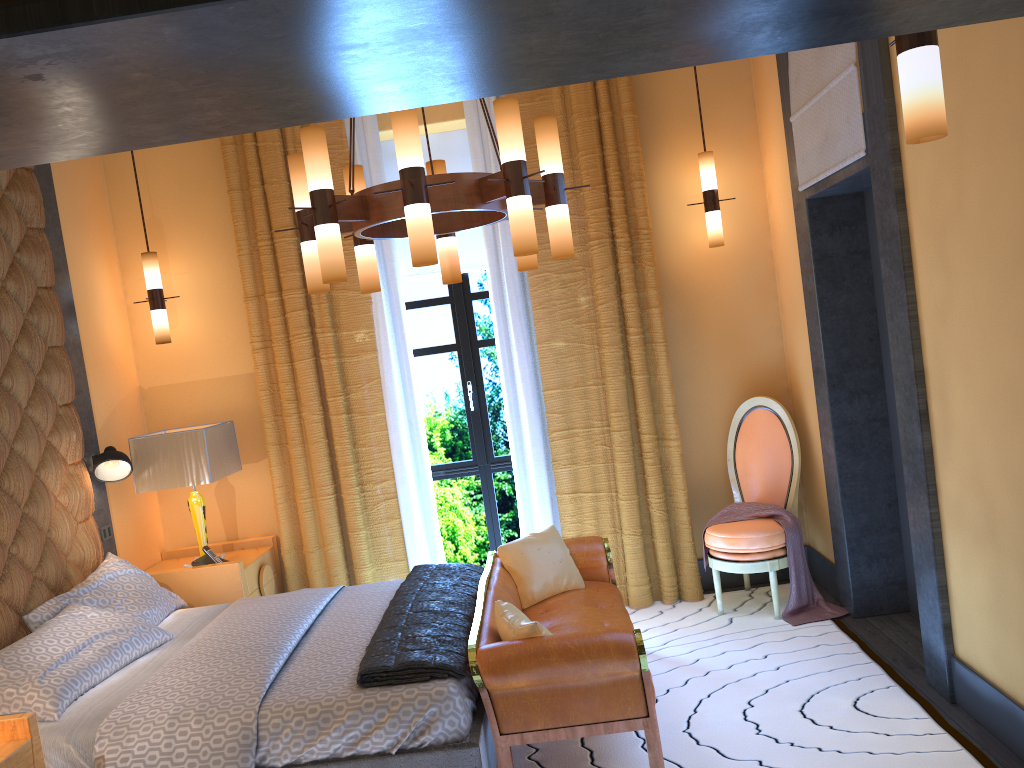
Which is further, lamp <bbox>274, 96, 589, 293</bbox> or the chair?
the chair

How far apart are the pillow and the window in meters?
1.2 m

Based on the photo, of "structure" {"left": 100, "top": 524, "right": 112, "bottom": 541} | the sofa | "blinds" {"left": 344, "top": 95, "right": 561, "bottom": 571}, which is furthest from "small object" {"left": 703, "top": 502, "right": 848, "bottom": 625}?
"structure" {"left": 100, "top": 524, "right": 112, "bottom": 541}

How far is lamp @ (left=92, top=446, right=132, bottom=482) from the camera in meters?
4.5

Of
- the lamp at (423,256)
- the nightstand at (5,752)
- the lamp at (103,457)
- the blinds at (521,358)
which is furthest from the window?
the nightstand at (5,752)

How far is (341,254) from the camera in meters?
3.1 m

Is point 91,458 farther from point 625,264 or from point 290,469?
point 625,264

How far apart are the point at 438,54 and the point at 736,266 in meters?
4.2

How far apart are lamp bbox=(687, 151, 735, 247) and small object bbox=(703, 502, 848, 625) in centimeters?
148cm

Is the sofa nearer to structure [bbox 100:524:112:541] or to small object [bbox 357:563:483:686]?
small object [bbox 357:563:483:686]
